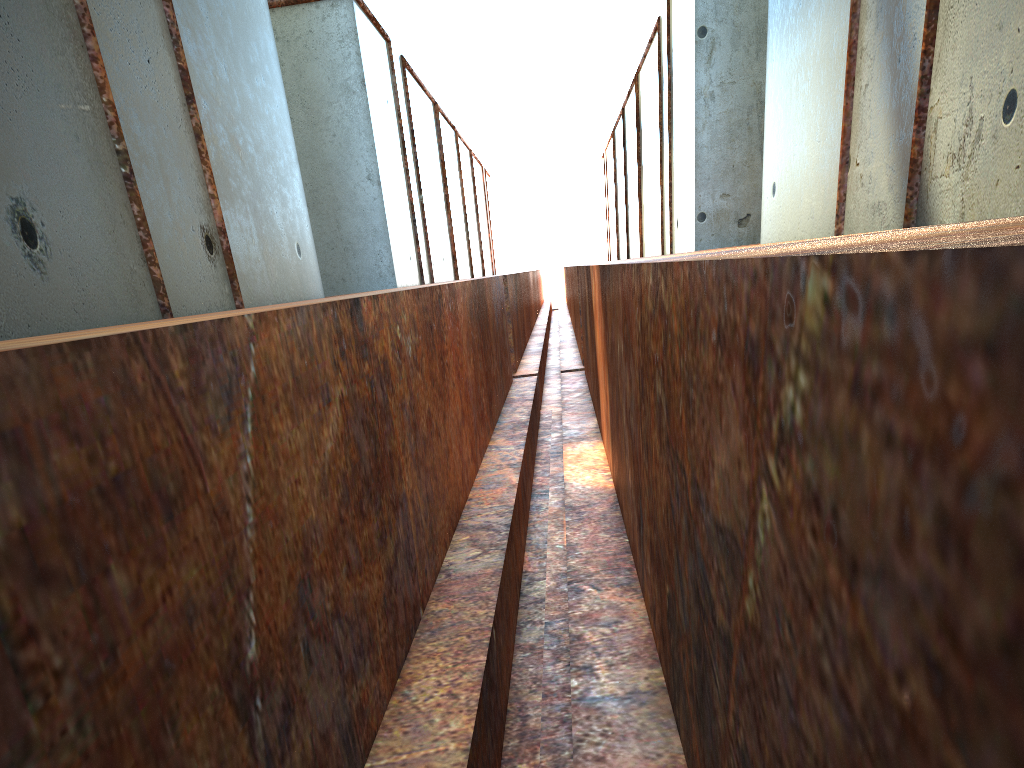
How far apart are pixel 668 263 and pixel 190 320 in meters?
1.2
